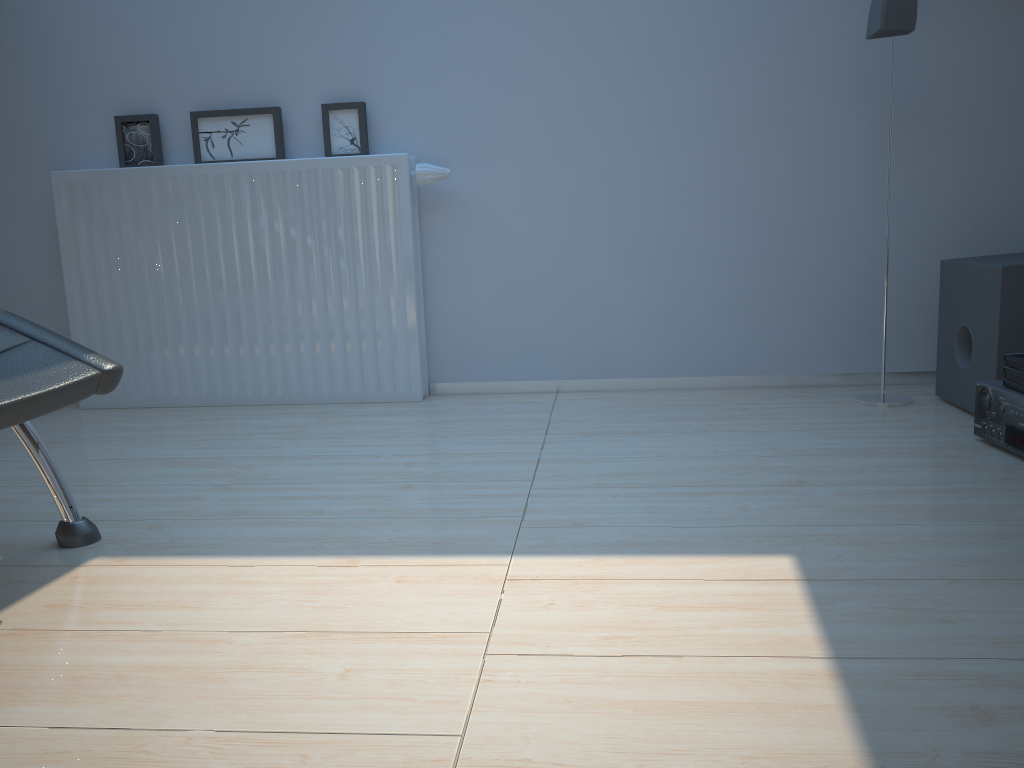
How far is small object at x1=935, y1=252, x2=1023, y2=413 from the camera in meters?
2.2

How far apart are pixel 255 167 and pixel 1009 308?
2.2m

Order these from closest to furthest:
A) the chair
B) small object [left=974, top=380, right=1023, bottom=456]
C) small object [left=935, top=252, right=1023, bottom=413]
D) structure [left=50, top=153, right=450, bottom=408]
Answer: the chair → small object [left=974, top=380, right=1023, bottom=456] → small object [left=935, top=252, right=1023, bottom=413] → structure [left=50, top=153, right=450, bottom=408]

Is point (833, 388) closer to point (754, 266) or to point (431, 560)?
point (754, 266)

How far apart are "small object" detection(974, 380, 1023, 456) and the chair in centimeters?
182cm

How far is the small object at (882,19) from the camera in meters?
2.4 m

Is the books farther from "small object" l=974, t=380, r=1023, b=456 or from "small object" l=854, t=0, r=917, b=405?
"small object" l=854, t=0, r=917, b=405

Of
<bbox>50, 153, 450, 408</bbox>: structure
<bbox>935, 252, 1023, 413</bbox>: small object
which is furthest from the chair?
<bbox>935, 252, 1023, 413</bbox>: small object

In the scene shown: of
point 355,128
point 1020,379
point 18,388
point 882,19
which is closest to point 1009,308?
point 1020,379

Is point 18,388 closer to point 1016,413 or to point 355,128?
point 355,128
